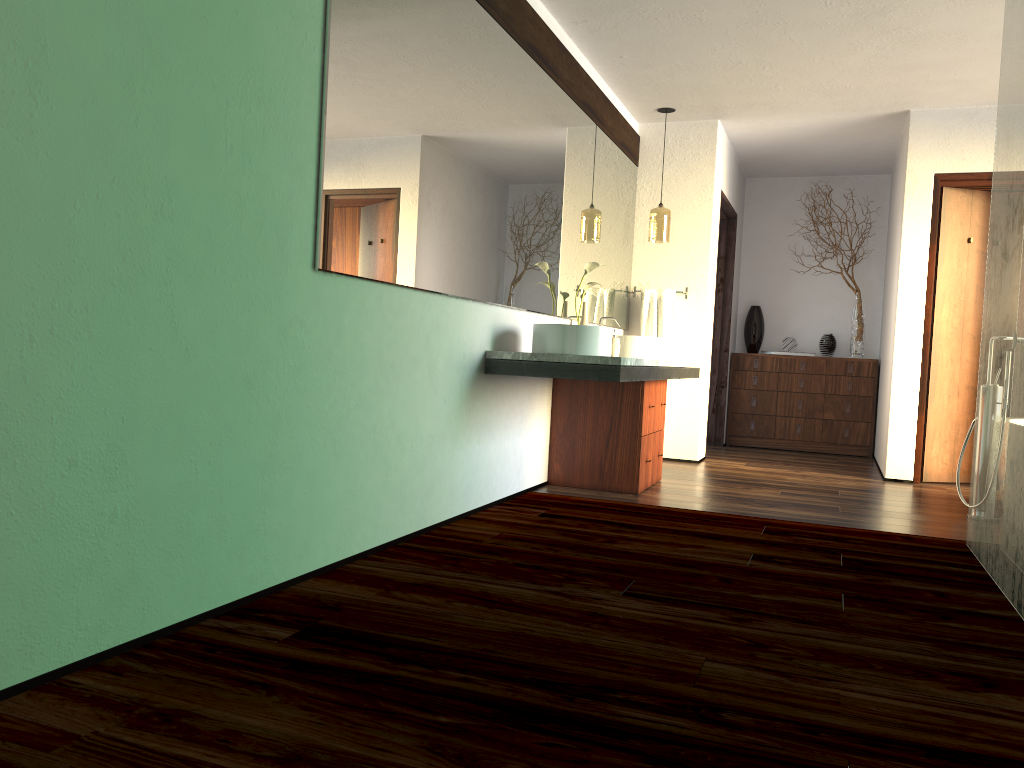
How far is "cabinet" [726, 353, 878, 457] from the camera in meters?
7.3 m

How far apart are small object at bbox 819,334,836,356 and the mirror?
2.3 meters

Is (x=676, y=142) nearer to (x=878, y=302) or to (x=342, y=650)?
(x=878, y=302)

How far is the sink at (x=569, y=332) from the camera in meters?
3.8 m

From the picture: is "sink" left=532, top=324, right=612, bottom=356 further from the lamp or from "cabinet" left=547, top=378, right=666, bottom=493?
the lamp

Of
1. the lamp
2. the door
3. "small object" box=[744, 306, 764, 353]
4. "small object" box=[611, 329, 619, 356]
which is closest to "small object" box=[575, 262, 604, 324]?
"small object" box=[611, 329, 619, 356]

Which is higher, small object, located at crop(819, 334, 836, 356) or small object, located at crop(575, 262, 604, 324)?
small object, located at crop(575, 262, 604, 324)

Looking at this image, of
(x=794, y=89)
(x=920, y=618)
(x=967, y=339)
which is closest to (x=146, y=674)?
(x=920, y=618)

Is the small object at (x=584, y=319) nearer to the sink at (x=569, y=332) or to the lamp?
the sink at (x=569, y=332)

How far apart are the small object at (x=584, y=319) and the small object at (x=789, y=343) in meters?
3.3
